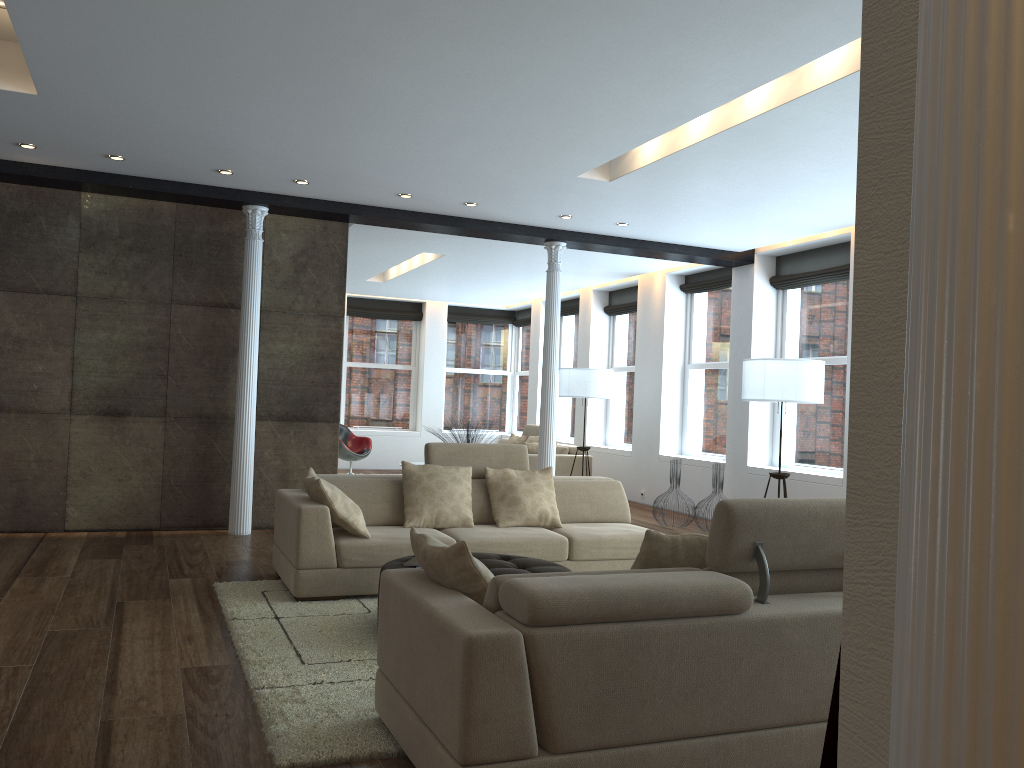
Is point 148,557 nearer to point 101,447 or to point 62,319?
point 101,447

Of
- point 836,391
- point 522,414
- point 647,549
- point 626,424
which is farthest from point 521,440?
point 647,549

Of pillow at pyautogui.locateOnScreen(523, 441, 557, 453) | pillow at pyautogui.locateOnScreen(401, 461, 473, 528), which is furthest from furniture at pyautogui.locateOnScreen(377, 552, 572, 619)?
pillow at pyautogui.locateOnScreen(523, 441, 557, 453)

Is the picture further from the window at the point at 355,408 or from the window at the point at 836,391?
the window at the point at 355,408

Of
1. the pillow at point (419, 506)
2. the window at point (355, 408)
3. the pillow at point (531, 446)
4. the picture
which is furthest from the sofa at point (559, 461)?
the picture

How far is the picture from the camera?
1.5m

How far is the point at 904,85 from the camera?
1.4m

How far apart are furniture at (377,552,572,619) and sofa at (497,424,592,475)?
6.49m

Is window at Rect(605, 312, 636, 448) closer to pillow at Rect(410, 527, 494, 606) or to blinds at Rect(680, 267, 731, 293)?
blinds at Rect(680, 267, 731, 293)

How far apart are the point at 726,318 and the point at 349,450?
5.9m
